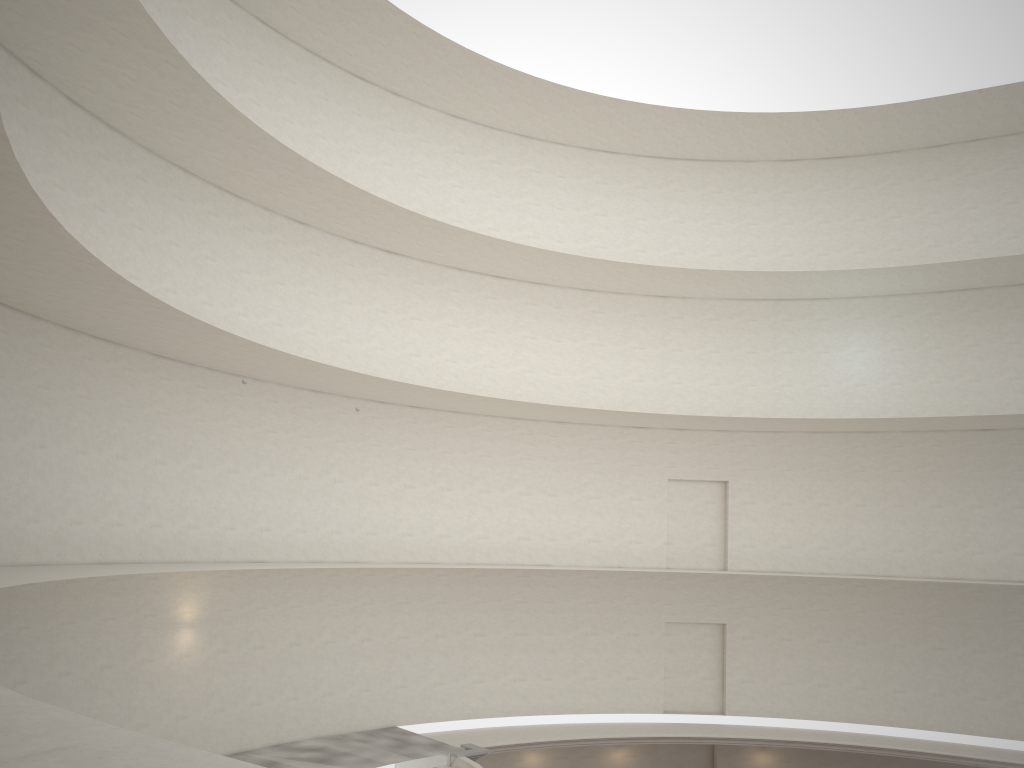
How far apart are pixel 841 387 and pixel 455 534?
12.23m

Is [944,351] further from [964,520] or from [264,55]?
[264,55]

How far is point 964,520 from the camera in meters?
24.4 m
